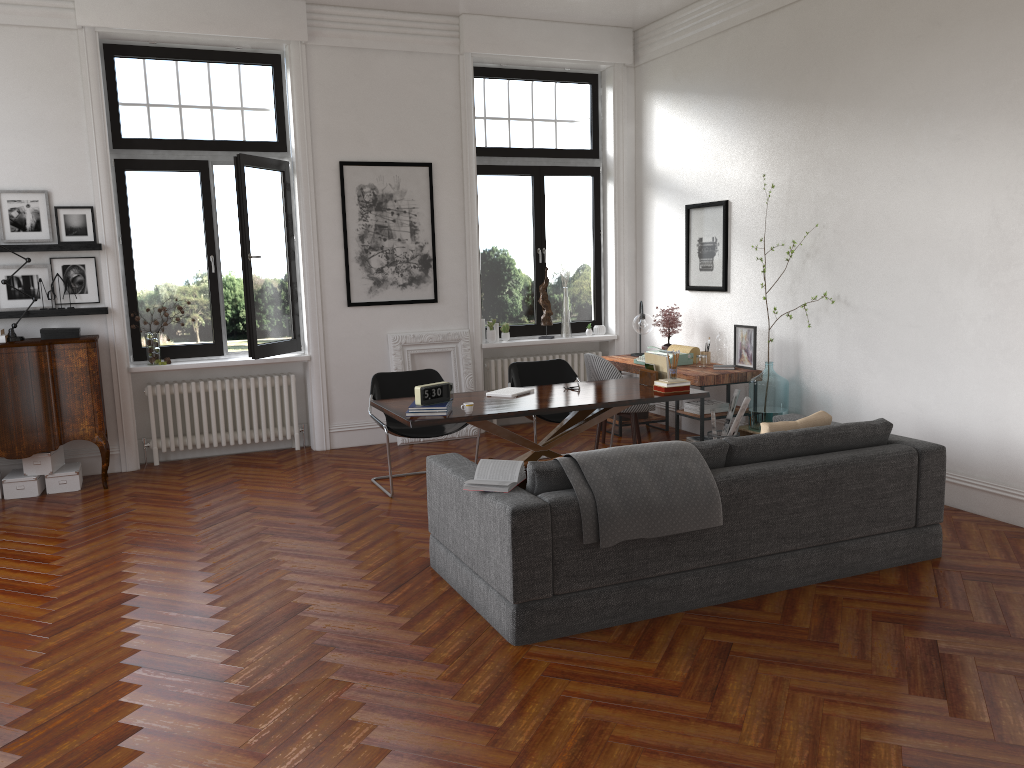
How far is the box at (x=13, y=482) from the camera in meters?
6.9

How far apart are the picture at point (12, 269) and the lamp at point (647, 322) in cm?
517

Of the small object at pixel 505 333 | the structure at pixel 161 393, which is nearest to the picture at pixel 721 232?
the small object at pixel 505 333

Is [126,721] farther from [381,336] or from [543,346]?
[543,346]

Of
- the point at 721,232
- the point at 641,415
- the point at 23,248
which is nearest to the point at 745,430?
the point at 641,415

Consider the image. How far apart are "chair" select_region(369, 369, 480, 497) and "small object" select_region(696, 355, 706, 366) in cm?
233

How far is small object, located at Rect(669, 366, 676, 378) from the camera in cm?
647

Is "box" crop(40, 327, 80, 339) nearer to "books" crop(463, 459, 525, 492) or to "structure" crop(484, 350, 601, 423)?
"structure" crop(484, 350, 601, 423)

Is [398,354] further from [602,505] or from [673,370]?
[602,505]

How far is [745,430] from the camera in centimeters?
726cm
